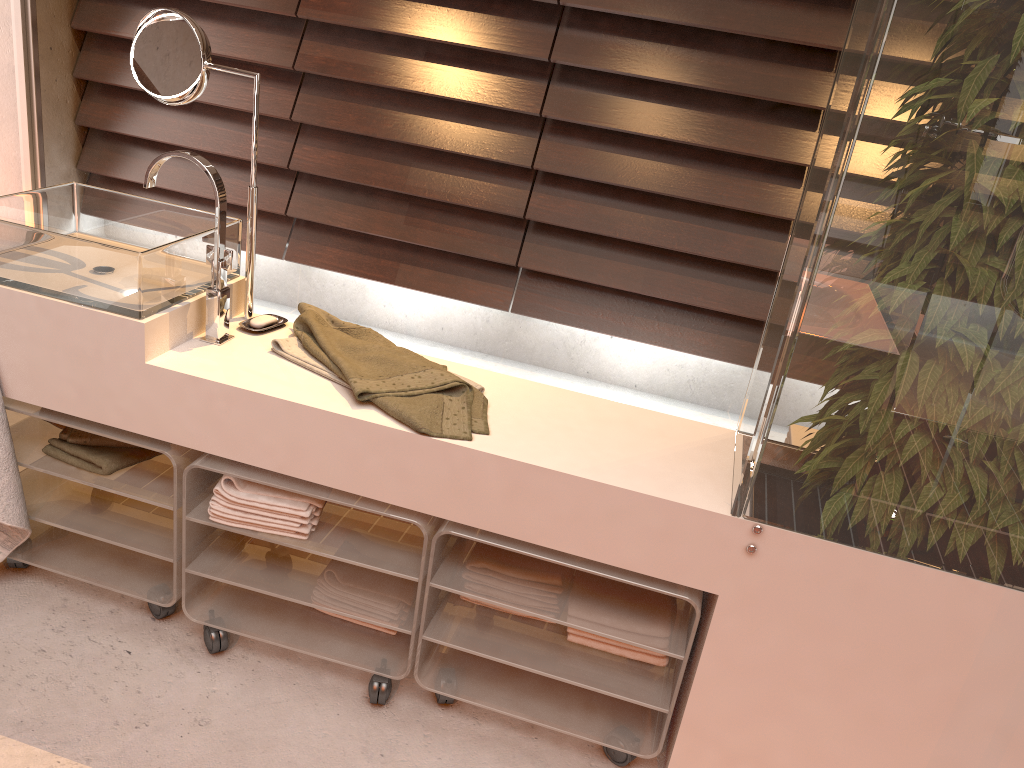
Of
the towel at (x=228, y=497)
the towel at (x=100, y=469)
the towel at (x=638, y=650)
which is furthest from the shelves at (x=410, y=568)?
the towel at (x=638, y=650)

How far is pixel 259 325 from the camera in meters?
1.8 m

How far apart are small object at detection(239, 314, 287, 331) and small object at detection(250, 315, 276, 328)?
0.0 meters

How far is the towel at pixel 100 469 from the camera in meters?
1.8 m

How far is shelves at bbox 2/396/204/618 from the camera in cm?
175

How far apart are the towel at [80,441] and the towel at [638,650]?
1.0m

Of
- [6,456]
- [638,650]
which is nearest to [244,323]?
[6,456]

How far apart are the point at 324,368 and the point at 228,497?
0.3 meters

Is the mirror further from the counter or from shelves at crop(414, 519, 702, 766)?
shelves at crop(414, 519, 702, 766)

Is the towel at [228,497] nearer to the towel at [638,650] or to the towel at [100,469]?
the towel at [100,469]
